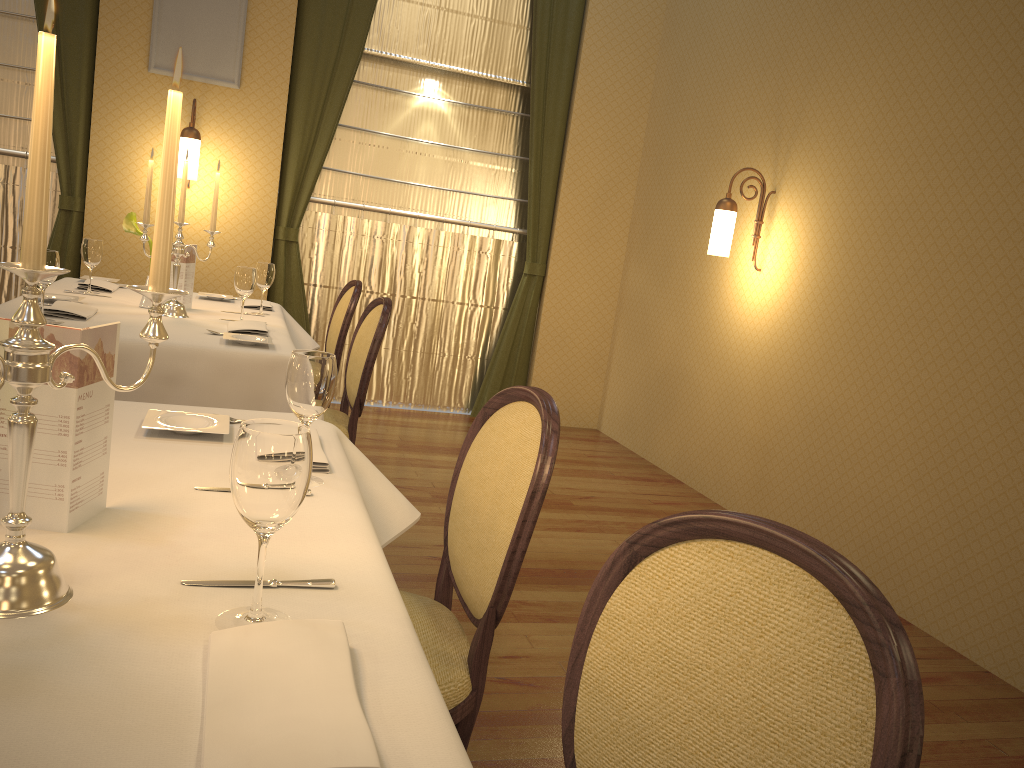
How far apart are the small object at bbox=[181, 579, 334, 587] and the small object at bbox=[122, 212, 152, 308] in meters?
2.8

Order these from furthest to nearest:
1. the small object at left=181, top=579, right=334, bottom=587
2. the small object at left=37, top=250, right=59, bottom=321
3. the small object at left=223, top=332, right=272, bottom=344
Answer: the small object at left=223, top=332, right=272, bottom=344 → the small object at left=37, top=250, right=59, bottom=321 → the small object at left=181, top=579, right=334, bottom=587

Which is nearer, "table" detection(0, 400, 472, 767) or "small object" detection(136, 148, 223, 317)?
"table" detection(0, 400, 472, 767)

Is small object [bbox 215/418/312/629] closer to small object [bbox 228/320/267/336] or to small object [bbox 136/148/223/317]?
small object [bbox 228/320/267/336]

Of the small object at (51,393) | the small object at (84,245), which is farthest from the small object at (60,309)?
the small object at (51,393)

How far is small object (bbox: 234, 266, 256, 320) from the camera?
3.4m

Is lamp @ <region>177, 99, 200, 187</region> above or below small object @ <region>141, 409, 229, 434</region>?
above

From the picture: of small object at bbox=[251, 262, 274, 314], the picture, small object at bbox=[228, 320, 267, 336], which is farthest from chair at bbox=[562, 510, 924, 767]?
the picture

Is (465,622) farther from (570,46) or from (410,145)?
(570,46)

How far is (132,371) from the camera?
2.8m
